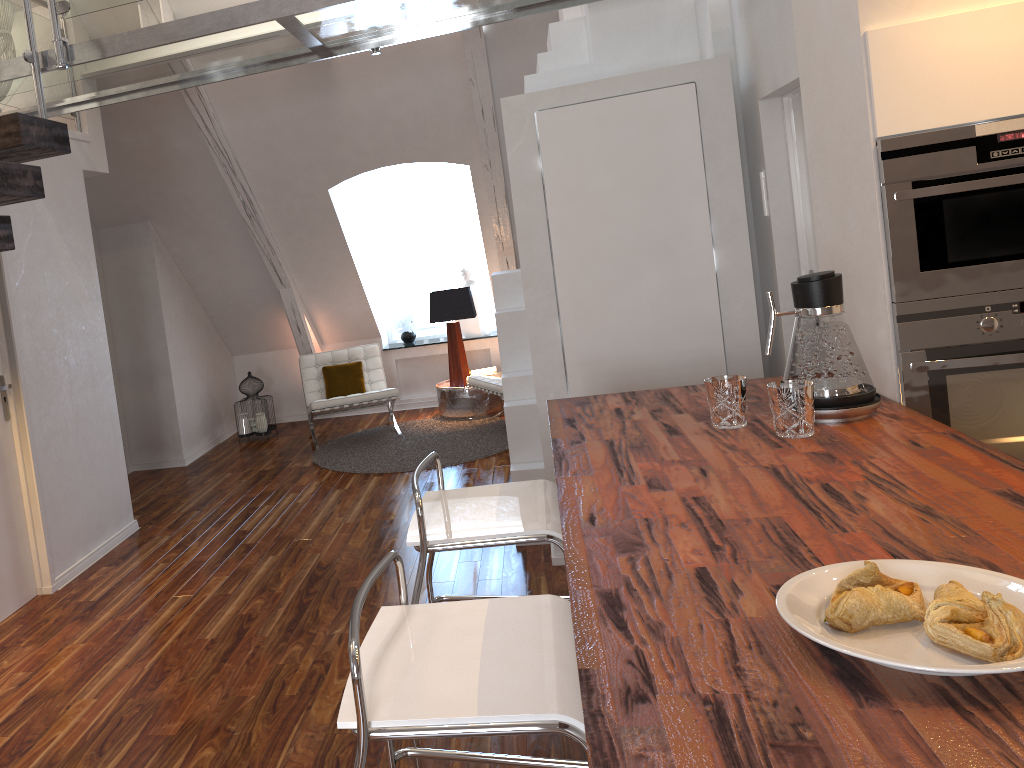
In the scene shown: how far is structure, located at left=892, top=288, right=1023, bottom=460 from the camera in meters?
2.2 m

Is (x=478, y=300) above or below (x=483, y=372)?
above

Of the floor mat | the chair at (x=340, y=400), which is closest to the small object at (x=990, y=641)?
the floor mat

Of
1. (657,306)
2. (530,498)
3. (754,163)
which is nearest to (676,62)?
(754,163)

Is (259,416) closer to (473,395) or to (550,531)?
(473,395)

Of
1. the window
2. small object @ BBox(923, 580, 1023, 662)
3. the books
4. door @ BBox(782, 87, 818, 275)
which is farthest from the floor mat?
small object @ BBox(923, 580, 1023, 662)

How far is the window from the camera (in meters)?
7.55

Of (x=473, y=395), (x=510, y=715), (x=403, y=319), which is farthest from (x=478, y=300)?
(x=510, y=715)

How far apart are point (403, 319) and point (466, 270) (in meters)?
0.69

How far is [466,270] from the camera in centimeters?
738cm
